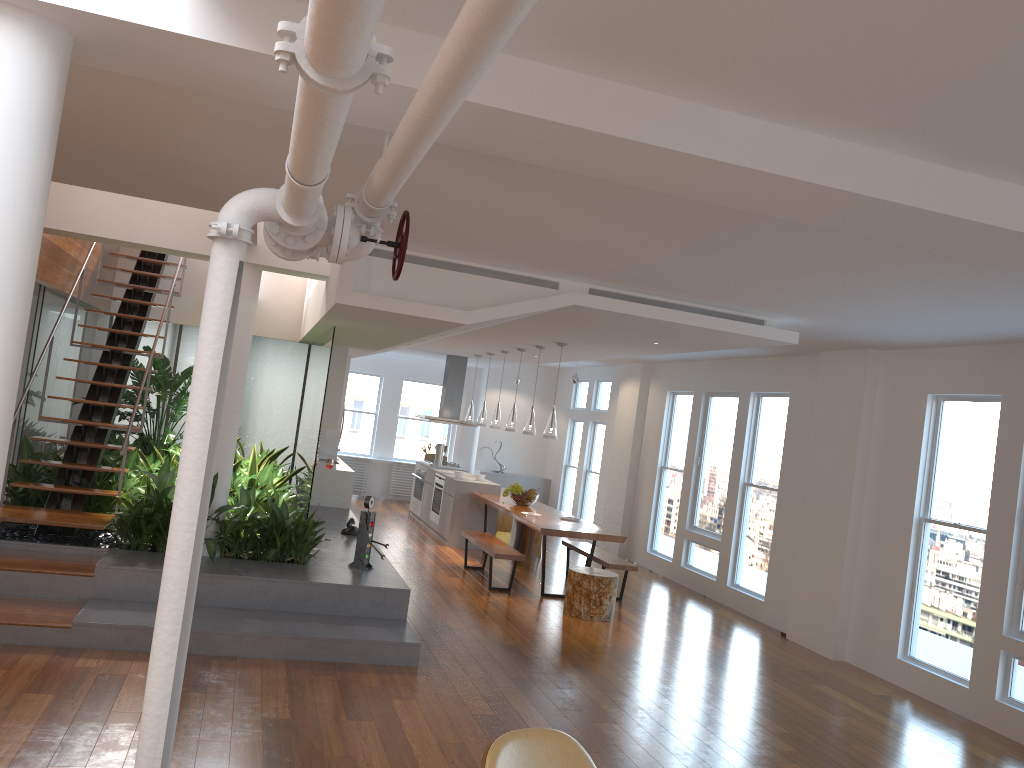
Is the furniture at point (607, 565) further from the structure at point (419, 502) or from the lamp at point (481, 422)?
the structure at point (419, 502)

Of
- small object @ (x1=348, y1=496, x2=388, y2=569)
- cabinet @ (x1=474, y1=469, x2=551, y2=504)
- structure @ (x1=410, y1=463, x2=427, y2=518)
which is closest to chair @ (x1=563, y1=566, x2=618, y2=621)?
small object @ (x1=348, y1=496, x2=388, y2=569)

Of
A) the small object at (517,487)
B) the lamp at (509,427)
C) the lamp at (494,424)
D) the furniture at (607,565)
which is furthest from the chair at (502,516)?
the furniture at (607,565)

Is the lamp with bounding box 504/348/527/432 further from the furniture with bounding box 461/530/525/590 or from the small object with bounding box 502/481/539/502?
the furniture with bounding box 461/530/525/590

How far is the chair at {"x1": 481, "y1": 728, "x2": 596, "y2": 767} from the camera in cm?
258

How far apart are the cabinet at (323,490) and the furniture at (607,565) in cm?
264

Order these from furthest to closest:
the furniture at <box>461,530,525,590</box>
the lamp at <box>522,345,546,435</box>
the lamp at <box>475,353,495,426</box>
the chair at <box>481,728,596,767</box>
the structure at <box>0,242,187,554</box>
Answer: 1. the lamp at <box>475,353,495,426</box>
2. the lamp at <box>522,345,546,435</box>
3. the furniture at <box>461,530,525,590</box>
4. the structure at <box>0,242,187,554</box>
5. the chair at <box>481,728,596,767</box>

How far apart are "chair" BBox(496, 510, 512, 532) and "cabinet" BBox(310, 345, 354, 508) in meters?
2.6 m

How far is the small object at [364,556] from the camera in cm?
690

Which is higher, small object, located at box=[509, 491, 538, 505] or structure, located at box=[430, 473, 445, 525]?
small object, located at box=[509, 491, 538, 505]
